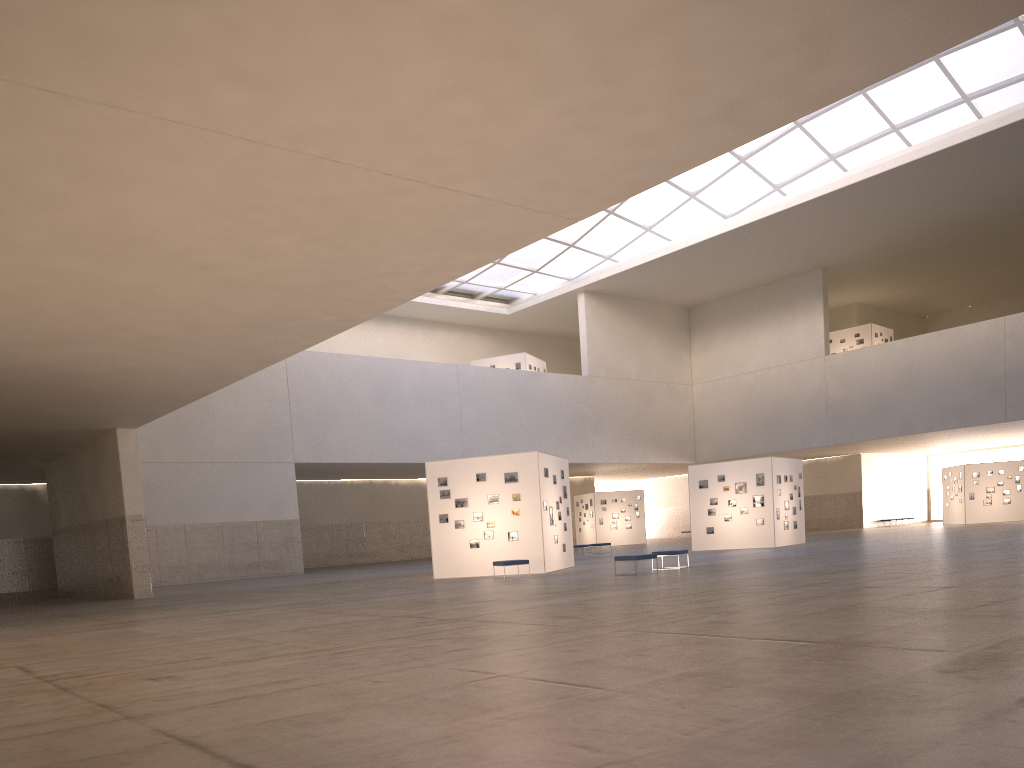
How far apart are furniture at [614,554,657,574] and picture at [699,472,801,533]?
18.9m

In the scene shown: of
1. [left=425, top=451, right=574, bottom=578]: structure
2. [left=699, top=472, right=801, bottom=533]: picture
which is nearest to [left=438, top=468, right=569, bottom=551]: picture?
[left=425, top=451, right=574, bottom=578]: structure

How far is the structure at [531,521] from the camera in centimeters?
3238cm

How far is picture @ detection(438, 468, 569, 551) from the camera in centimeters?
3279cm

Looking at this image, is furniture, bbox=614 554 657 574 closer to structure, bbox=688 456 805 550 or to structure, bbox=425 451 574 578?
structure, bbox=425 451 574 578

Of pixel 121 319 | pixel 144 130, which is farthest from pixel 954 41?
pixel 121 319

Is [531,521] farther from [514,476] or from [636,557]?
[636,557]

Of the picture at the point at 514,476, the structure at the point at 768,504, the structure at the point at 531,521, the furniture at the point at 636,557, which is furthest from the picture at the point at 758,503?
the furniture at the point at 636,557

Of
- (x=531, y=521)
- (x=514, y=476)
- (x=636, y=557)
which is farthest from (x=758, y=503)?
(x=636, y=557)

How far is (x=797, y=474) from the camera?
46.7 meters
